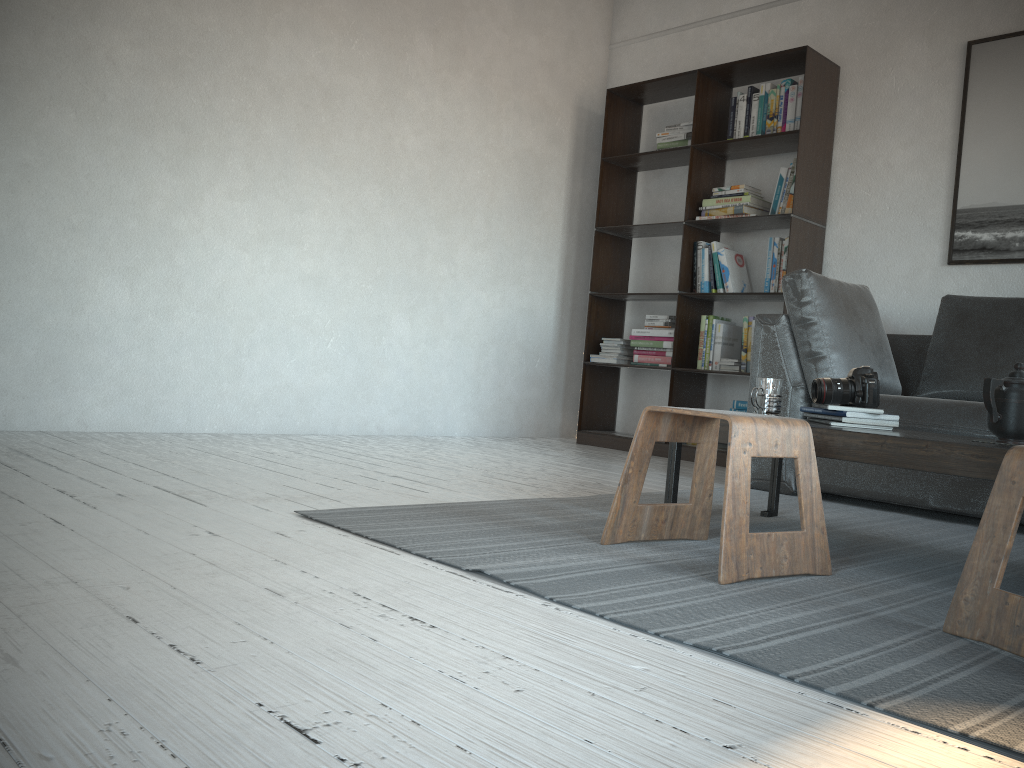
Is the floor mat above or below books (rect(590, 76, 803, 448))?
below

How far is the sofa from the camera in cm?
307

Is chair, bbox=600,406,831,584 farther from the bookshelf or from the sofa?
the bookshelf

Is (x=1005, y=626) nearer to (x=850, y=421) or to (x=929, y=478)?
(x=850, y=421)

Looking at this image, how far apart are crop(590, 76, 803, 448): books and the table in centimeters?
177cm

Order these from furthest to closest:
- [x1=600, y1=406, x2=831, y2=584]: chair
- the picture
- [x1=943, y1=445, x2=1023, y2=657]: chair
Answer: the picture, [x1=600, y1=406, x2=831, y2=584]: chair, [x1=943, y1=445, x2=1023, y2=657]: chair

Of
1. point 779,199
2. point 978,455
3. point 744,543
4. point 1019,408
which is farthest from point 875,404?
point 779,199

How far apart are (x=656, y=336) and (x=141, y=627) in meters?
4.0 m

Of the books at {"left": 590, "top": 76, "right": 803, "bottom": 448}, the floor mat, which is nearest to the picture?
the books at {"left": 590, "top": 76, "right": 803, "bottom": 448}

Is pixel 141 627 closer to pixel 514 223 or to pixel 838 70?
pixel 514 223
